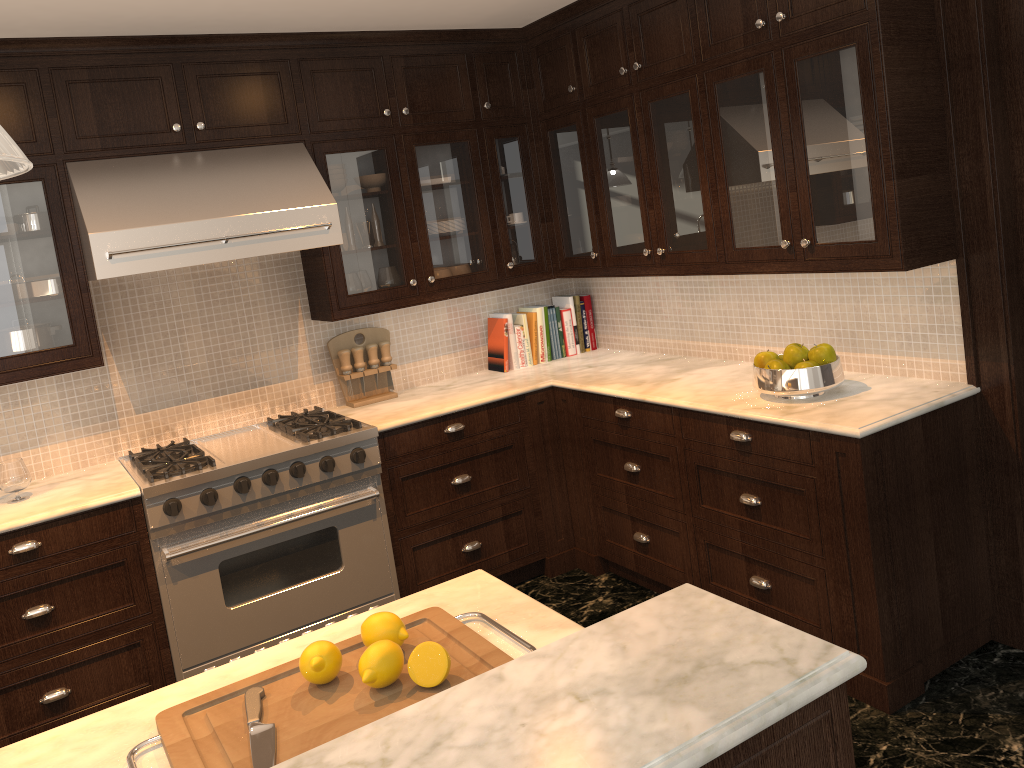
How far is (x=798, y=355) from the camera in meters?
3.1

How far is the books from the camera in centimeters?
449cm

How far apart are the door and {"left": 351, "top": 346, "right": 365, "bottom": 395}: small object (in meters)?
2.69

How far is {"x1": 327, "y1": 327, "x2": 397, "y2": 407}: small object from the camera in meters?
4.1 m

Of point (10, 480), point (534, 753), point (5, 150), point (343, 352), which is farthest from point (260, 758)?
point (343, 352)

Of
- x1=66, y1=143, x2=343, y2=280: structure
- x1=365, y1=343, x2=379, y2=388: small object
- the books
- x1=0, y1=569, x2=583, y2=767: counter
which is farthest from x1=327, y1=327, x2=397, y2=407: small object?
x1=0, y1=569, x2=583, y2=767: counter

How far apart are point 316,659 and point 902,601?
2.1 meters

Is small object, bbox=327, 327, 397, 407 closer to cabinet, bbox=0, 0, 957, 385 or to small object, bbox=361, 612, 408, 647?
cabinet, bbox=0, 0, 957, 385

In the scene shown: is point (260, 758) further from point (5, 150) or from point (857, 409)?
point (857, 409)

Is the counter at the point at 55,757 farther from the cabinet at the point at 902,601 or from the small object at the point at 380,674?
the cabinet at the point at 902,601
